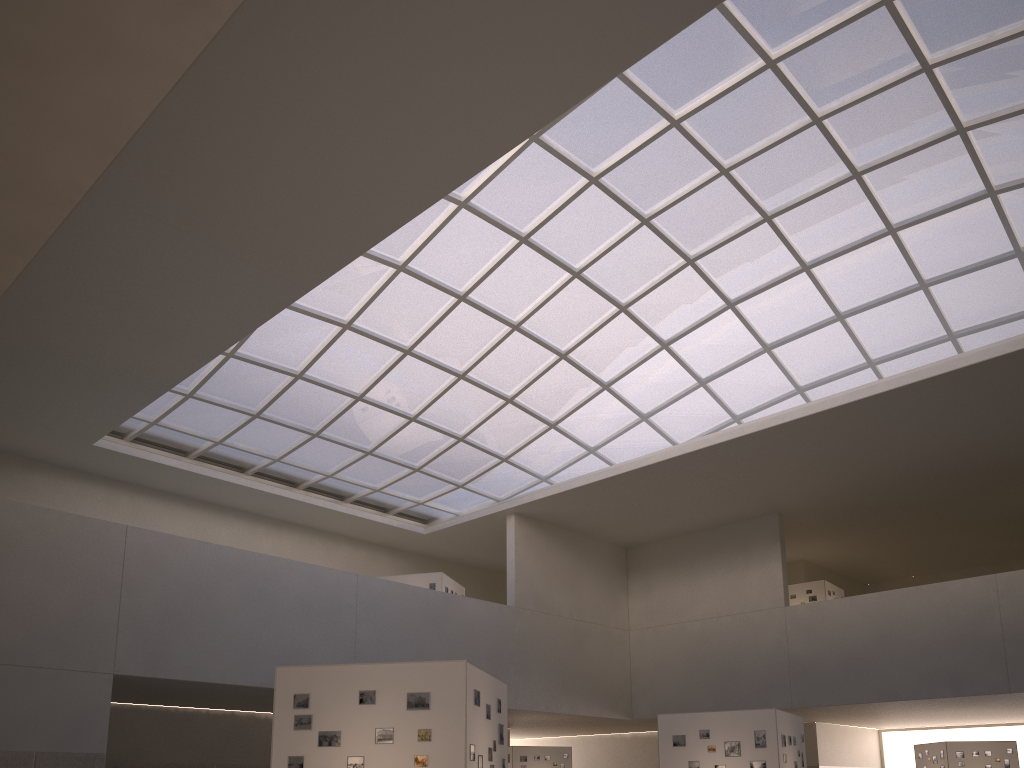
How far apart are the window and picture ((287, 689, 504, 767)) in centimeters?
2485cm

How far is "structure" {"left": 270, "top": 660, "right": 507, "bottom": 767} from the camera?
17.9 meters

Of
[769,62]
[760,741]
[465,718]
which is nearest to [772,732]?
[760,741]

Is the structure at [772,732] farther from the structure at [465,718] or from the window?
the window

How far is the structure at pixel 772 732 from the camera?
29.8m

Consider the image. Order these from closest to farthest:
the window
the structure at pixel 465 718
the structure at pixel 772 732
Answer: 1. the structure at pixel 465 718
2. the structure at pixel 772 732
3. the window

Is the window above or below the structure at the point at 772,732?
above

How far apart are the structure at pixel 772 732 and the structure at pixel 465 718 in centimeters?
1208cm

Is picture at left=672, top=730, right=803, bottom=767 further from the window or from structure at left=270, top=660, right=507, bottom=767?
the window

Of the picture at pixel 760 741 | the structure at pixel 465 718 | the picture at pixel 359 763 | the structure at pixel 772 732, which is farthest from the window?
the picture at pixel 359 763
